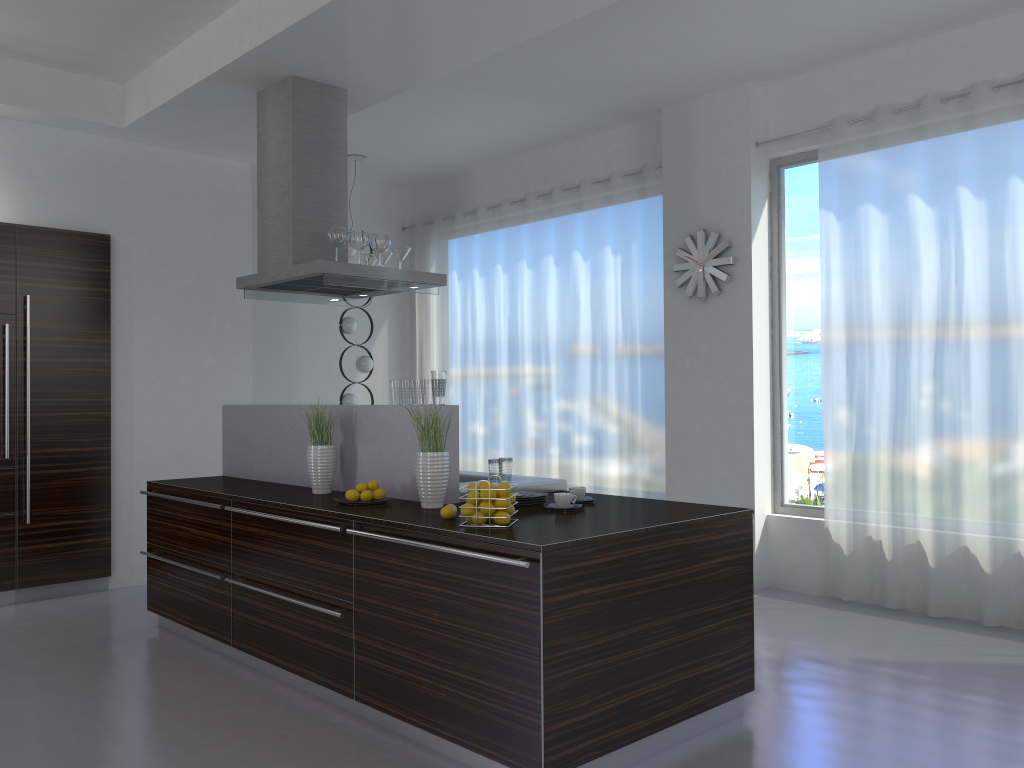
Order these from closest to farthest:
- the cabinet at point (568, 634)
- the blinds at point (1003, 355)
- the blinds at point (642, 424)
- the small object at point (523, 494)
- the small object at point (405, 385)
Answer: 1. the cabinet at point (568, 634)
2. the small object at point (523, 494)
3. the small object at point (405, 385)
4. the blinds at point (1003, 355)
5. the blinds at point (642, 424)

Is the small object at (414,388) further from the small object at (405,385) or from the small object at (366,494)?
the small object at (366,494)

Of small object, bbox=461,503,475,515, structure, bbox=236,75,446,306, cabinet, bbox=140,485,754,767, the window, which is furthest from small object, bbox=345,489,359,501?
the window

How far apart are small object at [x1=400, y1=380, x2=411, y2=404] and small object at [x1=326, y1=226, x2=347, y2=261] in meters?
1.3

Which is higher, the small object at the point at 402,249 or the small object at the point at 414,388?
the small object at the point at 402,249

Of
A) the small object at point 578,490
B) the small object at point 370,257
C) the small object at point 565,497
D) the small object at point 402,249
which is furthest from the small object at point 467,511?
the small object at point 370,257

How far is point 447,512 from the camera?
3.5m

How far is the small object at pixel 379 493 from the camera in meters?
4.0 m

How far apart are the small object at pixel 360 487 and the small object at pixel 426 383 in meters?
0.5 m

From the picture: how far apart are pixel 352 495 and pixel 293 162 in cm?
216
